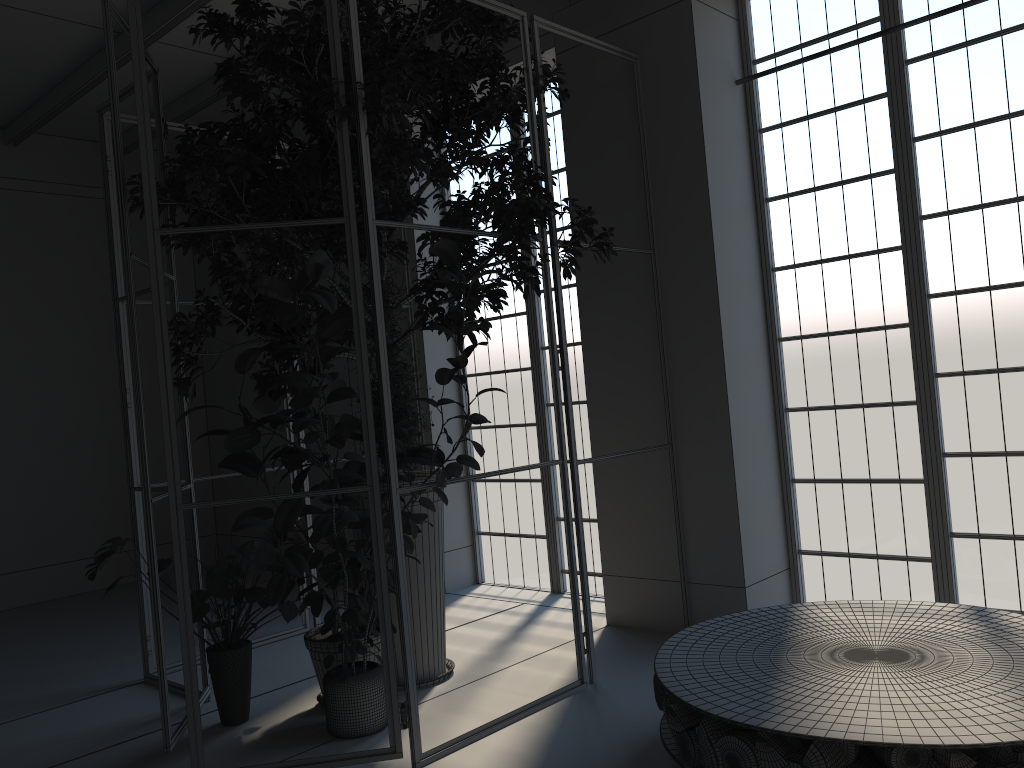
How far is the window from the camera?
4.50m

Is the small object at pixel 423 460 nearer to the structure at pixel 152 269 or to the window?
the structure at pixel 152 269

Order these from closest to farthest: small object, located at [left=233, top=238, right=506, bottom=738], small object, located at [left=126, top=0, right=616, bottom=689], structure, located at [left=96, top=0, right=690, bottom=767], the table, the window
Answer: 1. the table
2. small object, located at [left=233, top=238, right=506, bottom=738]
3. structure, located at [left=96, top=0, right=690, bottom=767]
4. small object, located at [left=126, top=0, right=616, bottom=689]
5. the window

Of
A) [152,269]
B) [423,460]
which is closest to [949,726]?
[423,460]

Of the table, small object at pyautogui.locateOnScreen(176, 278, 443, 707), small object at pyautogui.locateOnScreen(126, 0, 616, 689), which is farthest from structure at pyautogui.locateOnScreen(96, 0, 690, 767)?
the table

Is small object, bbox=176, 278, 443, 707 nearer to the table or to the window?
the table

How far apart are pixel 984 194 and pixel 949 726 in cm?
291

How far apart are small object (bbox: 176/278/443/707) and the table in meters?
1.4 m

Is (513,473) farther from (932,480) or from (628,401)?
(932,480)

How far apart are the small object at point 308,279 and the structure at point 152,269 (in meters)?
0.06
